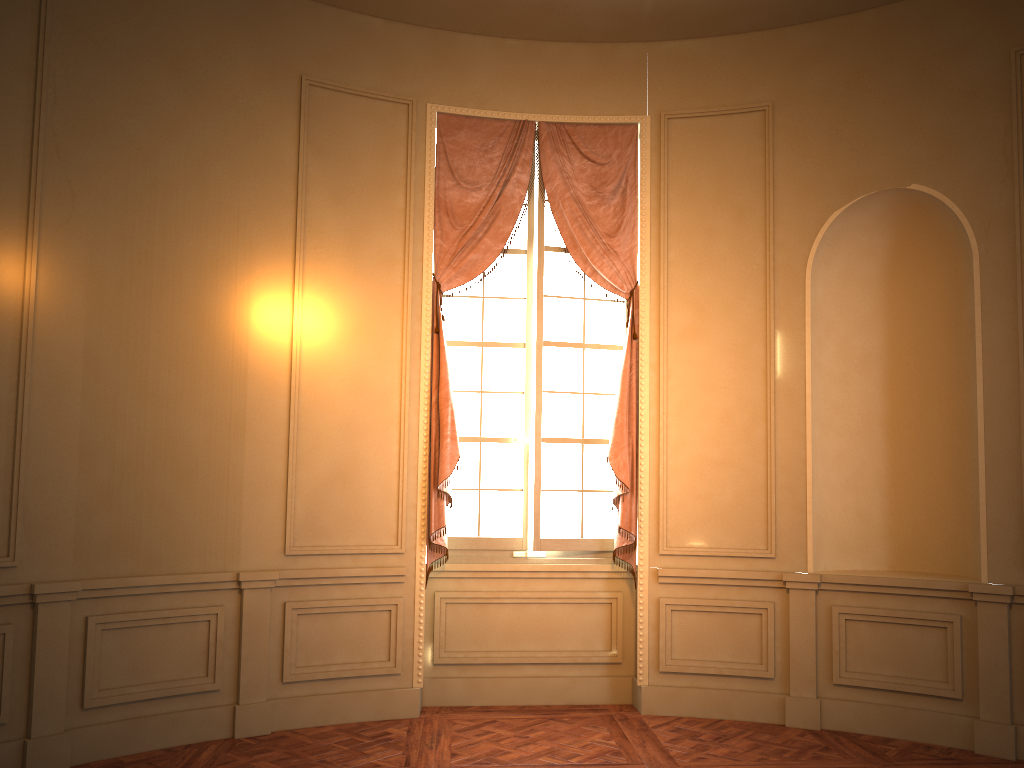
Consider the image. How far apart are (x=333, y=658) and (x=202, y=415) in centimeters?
157cm

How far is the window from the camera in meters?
5.7

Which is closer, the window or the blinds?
the blinds

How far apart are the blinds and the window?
0.1m

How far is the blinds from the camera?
5.4m

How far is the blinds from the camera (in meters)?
5.41

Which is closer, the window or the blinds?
the blinds

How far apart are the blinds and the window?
0.1m
